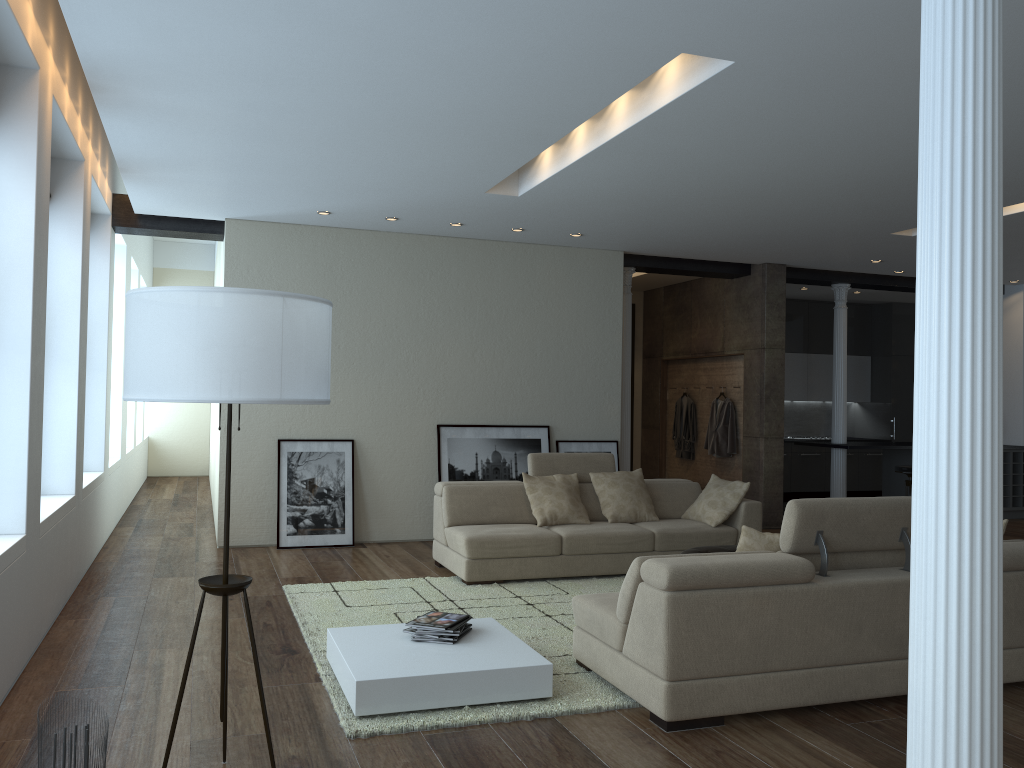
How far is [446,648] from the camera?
4.27m

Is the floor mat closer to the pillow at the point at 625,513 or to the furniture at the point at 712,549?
the pillow at the point at 625,513

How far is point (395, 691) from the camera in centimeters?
380cm

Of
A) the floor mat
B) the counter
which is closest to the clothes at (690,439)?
the counter

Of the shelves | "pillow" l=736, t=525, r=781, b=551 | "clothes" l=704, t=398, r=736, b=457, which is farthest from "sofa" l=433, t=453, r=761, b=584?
the shelves

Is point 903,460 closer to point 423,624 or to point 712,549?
point 712,549

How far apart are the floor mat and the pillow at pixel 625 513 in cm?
54

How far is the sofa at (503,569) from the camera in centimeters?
660cm

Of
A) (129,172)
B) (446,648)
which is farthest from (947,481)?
(129,172)

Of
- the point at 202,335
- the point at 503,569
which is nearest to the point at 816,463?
the point at 503,569
